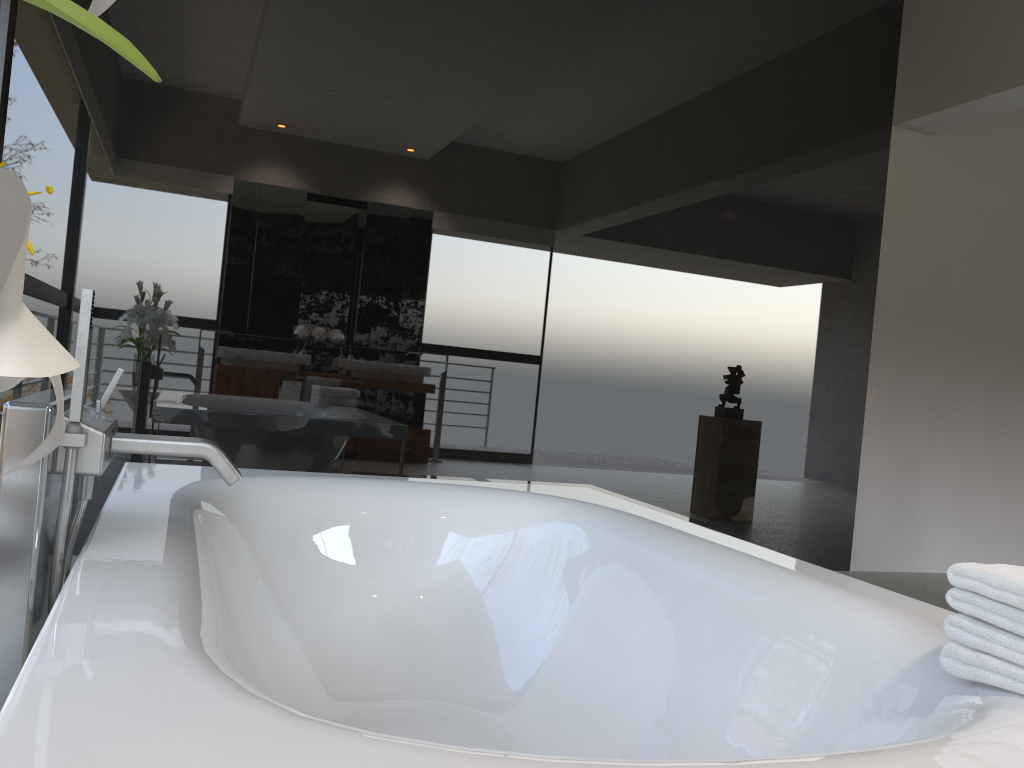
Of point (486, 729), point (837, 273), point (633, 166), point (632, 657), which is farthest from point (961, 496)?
point (486, 729)

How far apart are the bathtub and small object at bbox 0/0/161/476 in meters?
0.4

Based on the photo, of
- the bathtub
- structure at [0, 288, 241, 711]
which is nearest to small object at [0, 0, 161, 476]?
the bathtub

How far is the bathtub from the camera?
0.8m

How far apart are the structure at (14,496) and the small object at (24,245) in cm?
88

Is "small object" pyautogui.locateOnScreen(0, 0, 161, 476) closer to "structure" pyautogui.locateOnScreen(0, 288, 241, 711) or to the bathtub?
the bathtub

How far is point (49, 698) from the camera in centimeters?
75cm

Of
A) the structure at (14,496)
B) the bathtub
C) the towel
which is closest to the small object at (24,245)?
the bathtub

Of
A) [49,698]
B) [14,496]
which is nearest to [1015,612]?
[49,698]

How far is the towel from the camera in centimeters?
104cm
